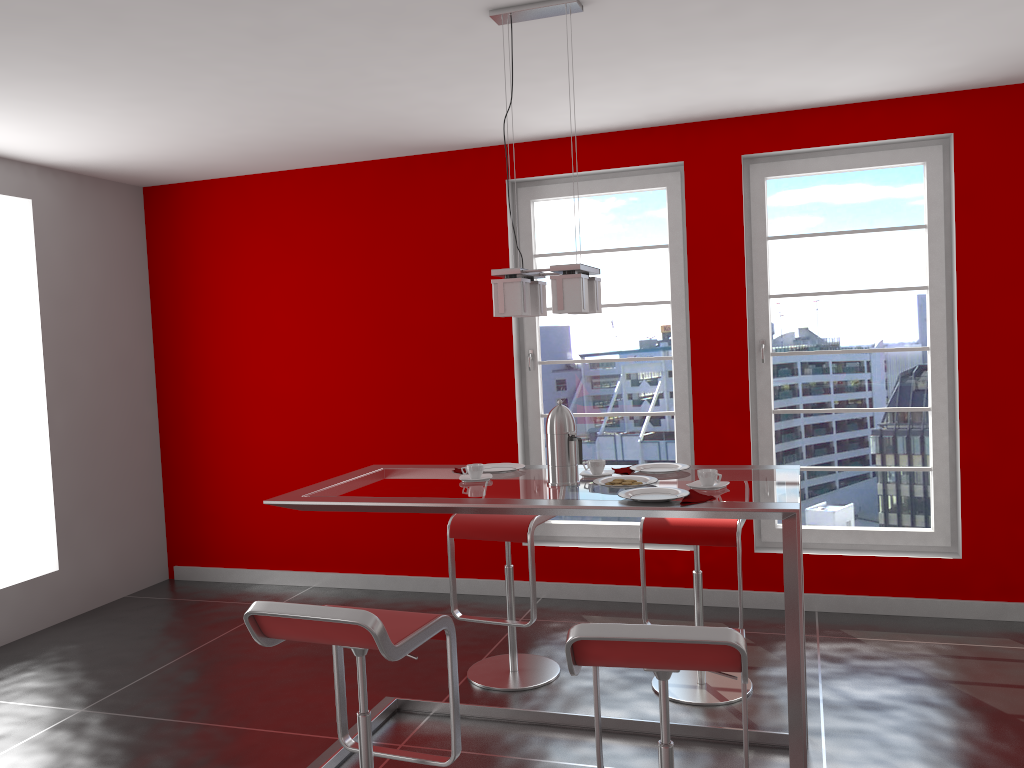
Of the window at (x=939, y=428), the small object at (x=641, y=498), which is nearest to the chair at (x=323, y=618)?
the small object at (x=641, y=498)

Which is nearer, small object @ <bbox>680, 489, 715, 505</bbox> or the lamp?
small object @ <bbox>680, 489, 715, 505</bbox>

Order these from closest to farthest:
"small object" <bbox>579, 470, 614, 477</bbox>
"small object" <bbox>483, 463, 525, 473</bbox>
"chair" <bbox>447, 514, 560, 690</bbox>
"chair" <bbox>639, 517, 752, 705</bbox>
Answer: "small object" <bbox>579, 470, 614, 477</bbox>, "small object" <bbox>483, 463, 525, 473</bbox>, "chair" <bbox>639, 517, 752, 705</bbox>, "chair" <bbox>447, 514, 560, 690</bbox>

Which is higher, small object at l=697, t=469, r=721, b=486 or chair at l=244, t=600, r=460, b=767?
small object at l=697, t=469, r=721, b=486

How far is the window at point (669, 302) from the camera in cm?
491

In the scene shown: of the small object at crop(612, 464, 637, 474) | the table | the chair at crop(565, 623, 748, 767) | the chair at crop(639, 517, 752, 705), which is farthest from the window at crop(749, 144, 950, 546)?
the chair at crop(565, 623, 748, 767)

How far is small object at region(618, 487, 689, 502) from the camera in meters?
2.7 m

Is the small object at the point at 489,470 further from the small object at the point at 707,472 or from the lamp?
the small object at the point at 707,472

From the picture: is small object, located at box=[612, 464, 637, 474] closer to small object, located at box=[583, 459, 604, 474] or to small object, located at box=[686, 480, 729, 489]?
small object, located at box=[583, 459, 604, 474]

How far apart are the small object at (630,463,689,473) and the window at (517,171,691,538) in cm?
170
